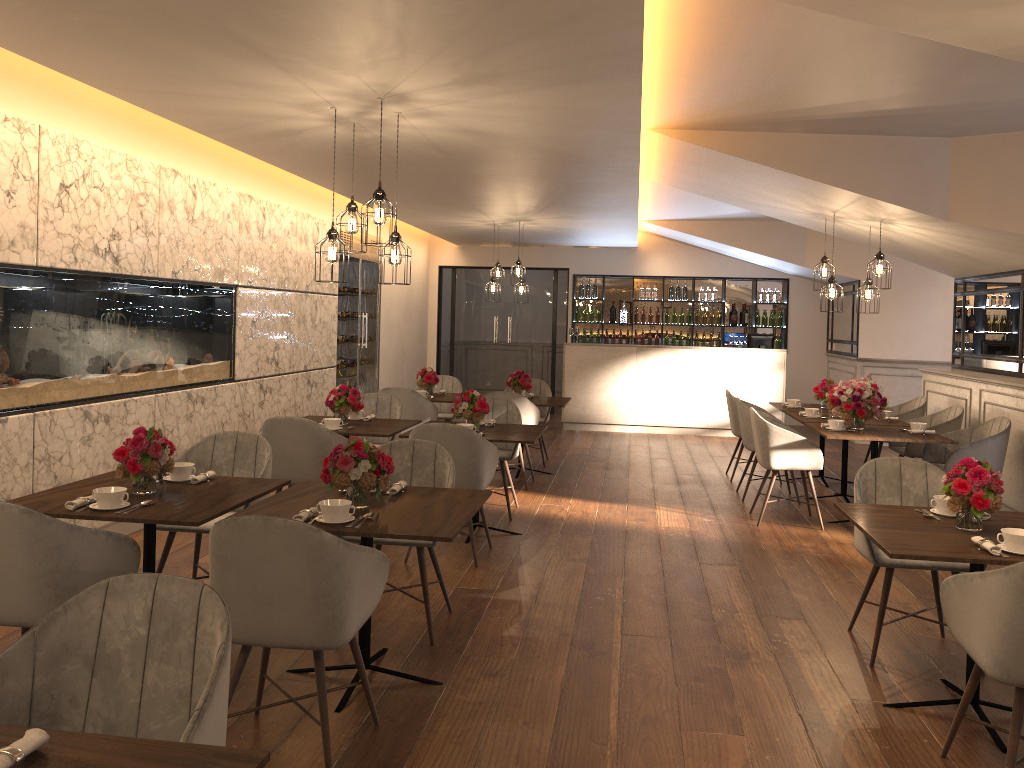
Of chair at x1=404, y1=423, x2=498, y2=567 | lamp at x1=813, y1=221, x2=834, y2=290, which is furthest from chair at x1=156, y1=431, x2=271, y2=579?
lamp at x1=813, y1=221, x2=834, y2=290

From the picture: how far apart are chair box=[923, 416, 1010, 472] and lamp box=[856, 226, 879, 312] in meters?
1.3

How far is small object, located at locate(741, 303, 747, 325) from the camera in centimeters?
1355cm

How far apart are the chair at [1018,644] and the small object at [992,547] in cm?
24

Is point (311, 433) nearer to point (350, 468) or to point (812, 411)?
point (350, 468)

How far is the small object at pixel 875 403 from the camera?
6.73m

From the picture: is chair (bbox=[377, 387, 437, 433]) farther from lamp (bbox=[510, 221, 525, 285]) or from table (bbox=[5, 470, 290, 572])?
table (bbox=[5, 470, 290, 572])

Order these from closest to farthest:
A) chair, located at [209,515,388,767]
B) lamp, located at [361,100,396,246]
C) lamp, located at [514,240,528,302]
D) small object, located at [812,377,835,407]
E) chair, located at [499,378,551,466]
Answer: chair, located at [209,515,388,767]
lamp, located at [361,100,396,246]
small object, located at [812,377,835,407]
chair, located at [499,378,551,466]
lamp, located at [514,240,528,302]

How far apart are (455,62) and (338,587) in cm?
237

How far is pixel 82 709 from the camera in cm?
209
